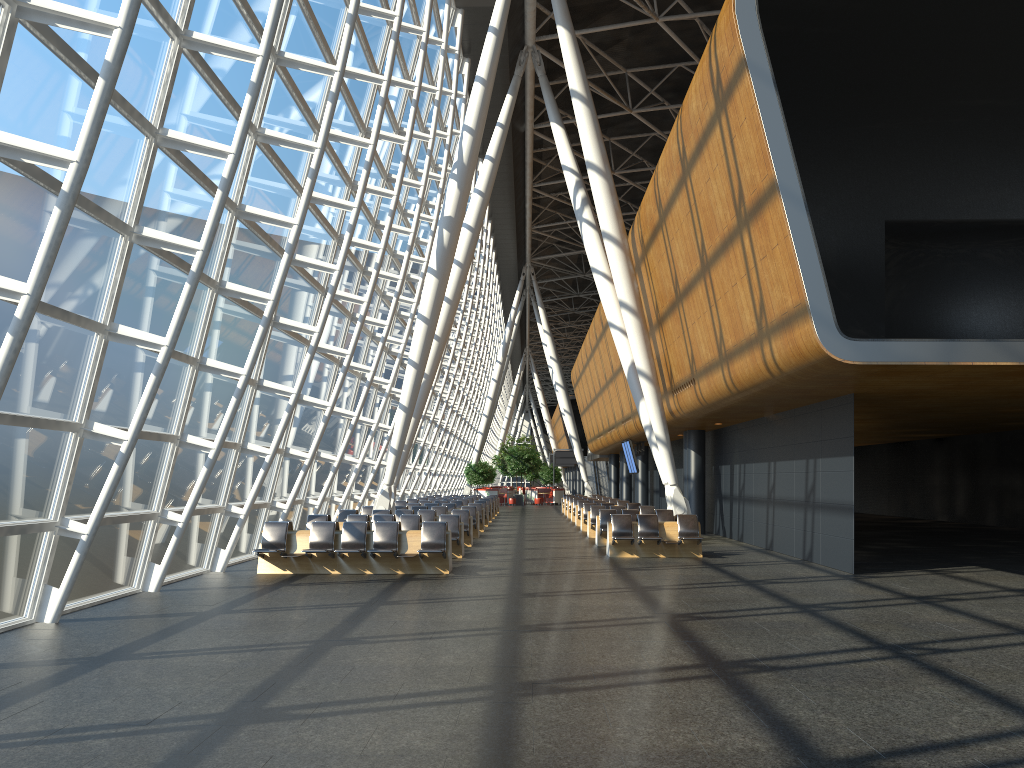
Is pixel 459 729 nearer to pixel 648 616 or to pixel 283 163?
pixel 648 616

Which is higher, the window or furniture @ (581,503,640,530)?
the window

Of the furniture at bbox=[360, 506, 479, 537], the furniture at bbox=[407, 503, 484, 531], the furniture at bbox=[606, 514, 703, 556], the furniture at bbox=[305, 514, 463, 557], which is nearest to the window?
the furniture at bbox=[305, 514, 463, 557]

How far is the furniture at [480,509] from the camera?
26.7 meters

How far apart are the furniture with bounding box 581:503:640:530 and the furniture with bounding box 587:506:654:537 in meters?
2.9 m

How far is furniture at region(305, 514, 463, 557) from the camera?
17.6 meters

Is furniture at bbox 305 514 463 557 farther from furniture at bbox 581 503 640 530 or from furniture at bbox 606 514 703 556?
furniture at bbox 581 503 640 530

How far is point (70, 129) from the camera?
8.5 meters

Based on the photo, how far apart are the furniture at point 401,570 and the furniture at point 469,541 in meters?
5.3

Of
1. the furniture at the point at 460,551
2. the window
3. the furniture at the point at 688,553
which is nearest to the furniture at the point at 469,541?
the window
